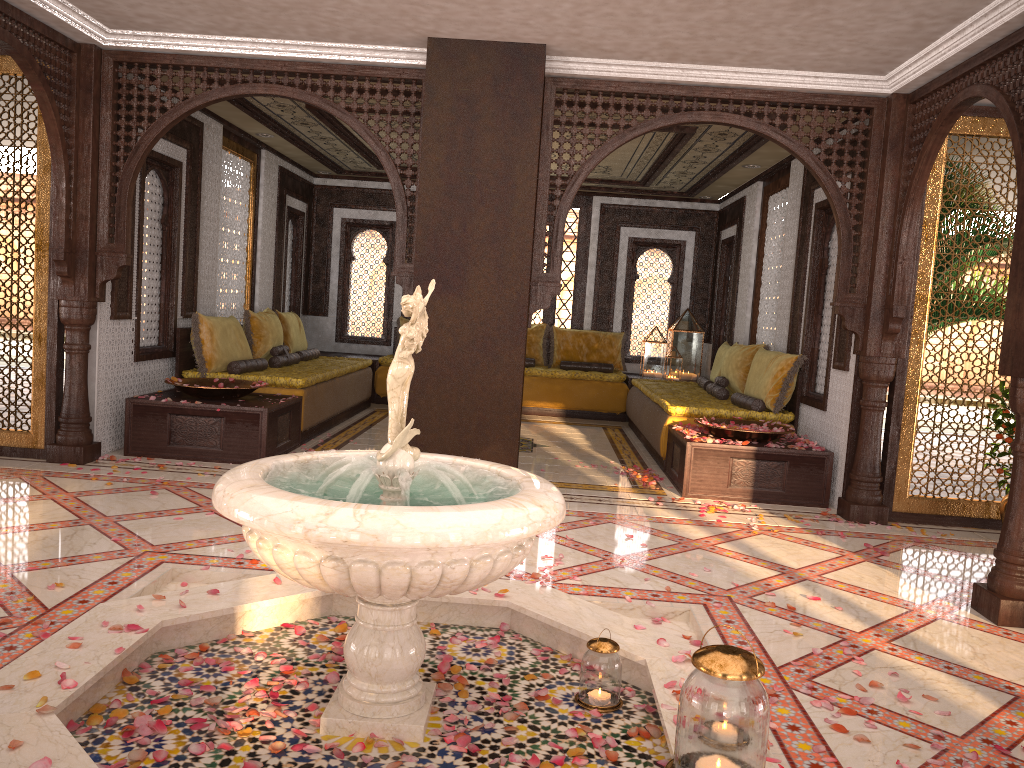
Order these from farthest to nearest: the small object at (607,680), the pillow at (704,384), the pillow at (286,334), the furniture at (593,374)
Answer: the furniture at (593,374)
the pillow at (286,334)
the pillow at (704,384)
the small object at (607,680)

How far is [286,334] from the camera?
9.5 meters

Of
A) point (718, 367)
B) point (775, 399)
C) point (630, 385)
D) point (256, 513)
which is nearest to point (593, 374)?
point (630, 385)

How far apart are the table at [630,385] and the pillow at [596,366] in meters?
0.3

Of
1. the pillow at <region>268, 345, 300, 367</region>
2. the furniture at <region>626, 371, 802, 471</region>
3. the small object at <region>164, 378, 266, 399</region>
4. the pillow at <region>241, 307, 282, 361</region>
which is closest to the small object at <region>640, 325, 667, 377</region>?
the furniture at <region>626, 371, 802, 471</region>

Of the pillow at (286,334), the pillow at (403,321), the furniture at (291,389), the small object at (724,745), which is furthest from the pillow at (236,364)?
the small object at (724,745)

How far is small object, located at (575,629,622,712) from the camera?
2.97m

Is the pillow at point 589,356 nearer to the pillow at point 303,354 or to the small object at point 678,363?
the small object at point 678,363

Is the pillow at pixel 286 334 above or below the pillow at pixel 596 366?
above

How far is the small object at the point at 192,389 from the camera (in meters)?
6.58
